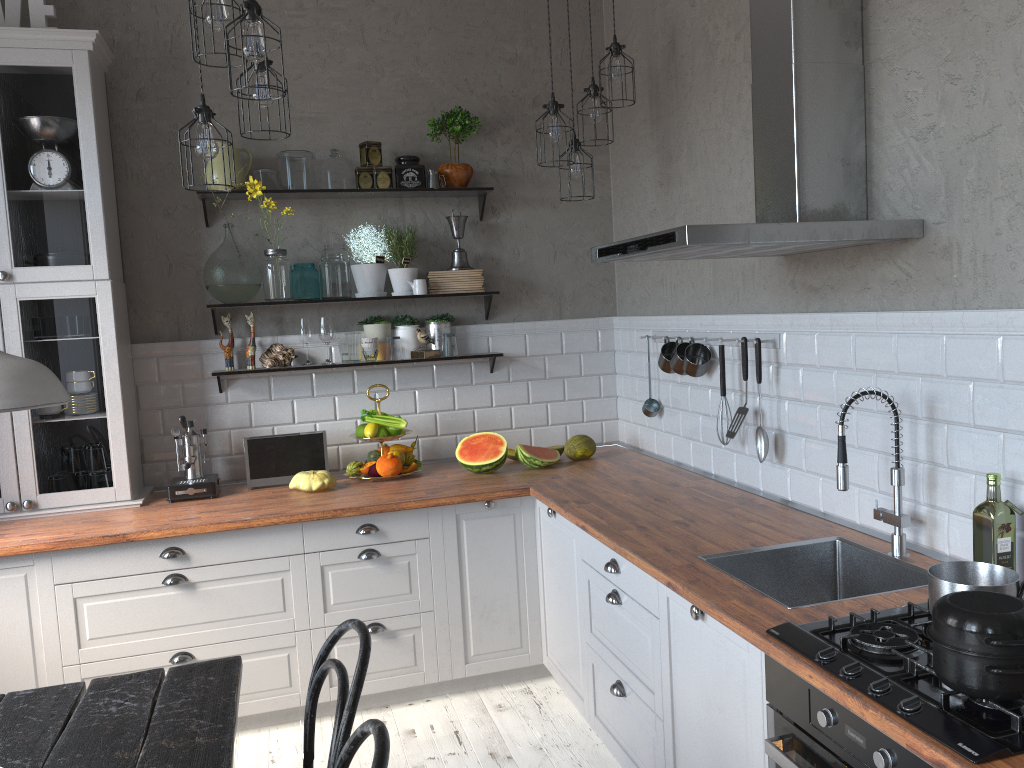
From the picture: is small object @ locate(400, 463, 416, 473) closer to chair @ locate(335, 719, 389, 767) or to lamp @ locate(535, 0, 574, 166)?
lamp @ locate(535, 0, 574, 166)

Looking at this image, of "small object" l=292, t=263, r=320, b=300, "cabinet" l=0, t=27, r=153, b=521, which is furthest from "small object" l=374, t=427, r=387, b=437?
"cabinet" l=0, t=27, r=153, b=521

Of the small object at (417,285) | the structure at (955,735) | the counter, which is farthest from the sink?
the small object at (417,285)

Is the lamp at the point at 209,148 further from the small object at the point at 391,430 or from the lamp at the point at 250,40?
the small object at the point at 391,430

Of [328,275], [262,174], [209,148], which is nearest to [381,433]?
[328,275]

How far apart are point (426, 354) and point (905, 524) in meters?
2.4 m

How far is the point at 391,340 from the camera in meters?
4.2

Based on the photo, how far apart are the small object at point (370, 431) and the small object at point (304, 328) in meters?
0.5 m

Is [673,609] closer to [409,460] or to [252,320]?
[409,460]

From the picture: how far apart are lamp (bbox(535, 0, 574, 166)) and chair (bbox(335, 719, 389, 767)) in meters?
2.5 m
